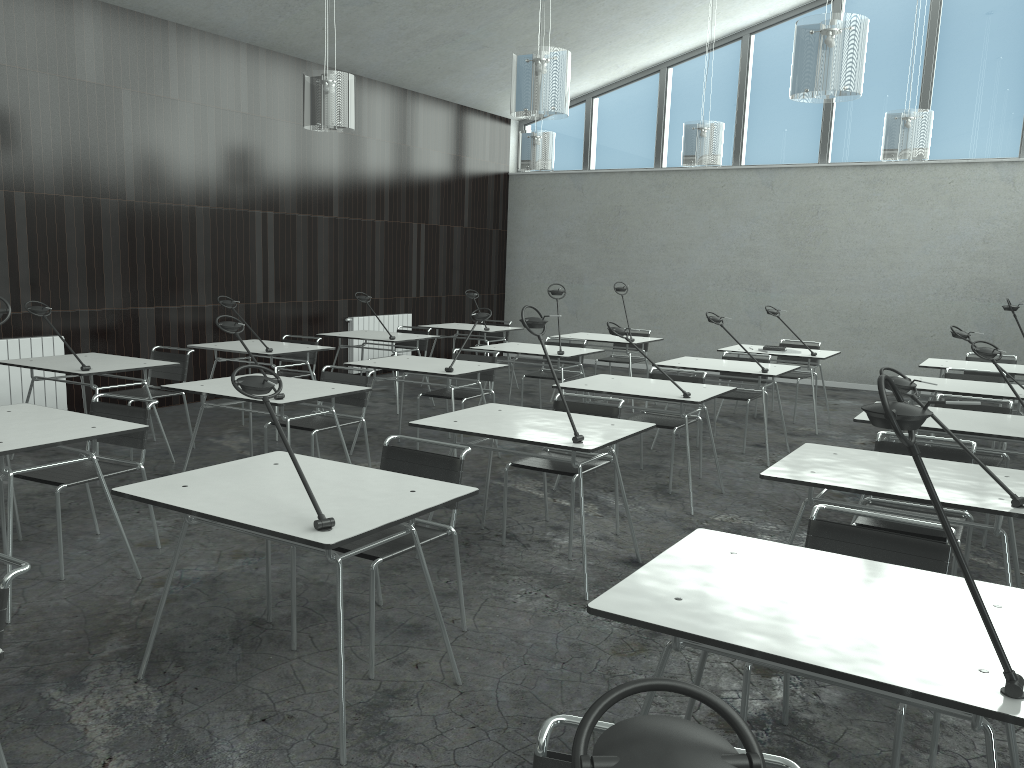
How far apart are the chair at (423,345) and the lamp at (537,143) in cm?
197

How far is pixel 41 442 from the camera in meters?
3.3

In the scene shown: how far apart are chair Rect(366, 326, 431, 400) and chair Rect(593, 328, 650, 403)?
1.8m

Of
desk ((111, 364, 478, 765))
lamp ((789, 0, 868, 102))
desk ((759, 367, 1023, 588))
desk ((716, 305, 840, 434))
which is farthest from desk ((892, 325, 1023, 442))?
desk ((111, 364, 478, 765))

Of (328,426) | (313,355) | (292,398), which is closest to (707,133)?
(313,355)

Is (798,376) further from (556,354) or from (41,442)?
(41,442)

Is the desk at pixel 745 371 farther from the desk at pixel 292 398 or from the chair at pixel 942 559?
the chair at pixel 942 559

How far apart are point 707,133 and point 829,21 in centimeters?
338cm

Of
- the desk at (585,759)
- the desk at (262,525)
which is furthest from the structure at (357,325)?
the desk at (585,759)

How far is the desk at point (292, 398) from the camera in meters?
4.5 m
